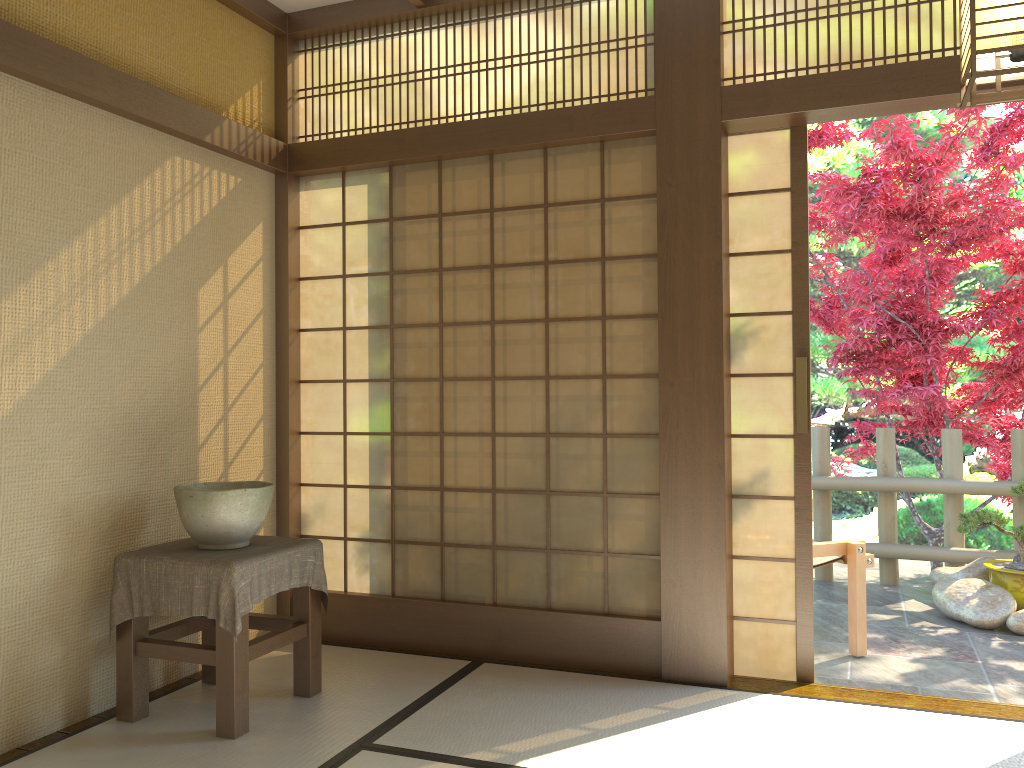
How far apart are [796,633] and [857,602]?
0.8 meters

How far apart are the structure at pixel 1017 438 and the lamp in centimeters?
410cm

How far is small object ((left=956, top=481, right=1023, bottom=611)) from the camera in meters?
4.9

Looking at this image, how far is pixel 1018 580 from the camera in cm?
488

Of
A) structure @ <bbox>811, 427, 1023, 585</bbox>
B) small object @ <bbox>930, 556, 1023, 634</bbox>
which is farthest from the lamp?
structure @ <bbox>811, 427, 1023, 585</bbox>

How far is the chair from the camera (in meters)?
4.20

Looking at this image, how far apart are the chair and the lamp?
2.6 meters

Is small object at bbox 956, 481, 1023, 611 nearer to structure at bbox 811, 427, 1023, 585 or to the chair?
structure at bbox 811, 427, 1023, 585

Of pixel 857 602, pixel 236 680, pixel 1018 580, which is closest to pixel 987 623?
pixel 1018 580

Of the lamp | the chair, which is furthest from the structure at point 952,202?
the lamp
